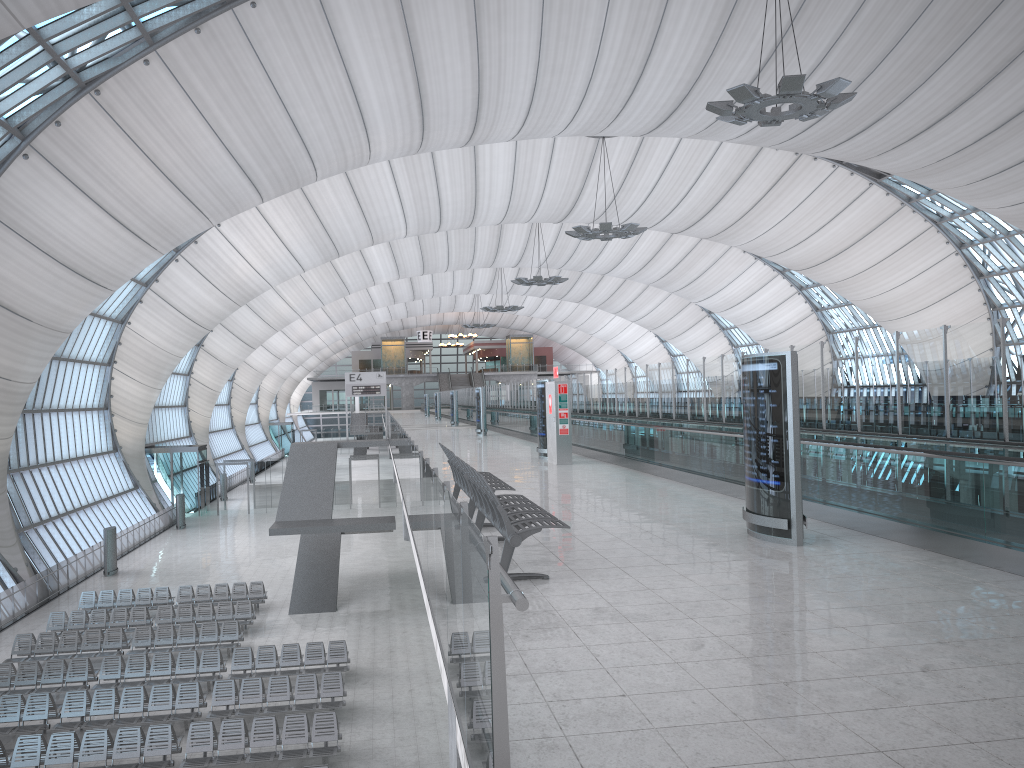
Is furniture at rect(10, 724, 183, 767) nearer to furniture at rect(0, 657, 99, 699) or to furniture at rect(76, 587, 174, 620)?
furniture at rect(0, 657, 99, 699)

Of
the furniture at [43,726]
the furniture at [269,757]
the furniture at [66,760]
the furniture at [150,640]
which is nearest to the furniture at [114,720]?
the furniture at [43,726]

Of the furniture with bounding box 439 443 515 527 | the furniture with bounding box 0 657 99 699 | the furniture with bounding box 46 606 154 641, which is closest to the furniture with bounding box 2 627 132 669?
the furniture with bounding box 46 606 154 641

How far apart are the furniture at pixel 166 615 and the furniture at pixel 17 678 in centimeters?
414cm

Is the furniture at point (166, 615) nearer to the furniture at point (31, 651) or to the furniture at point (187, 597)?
the furniture at point (187, 597)

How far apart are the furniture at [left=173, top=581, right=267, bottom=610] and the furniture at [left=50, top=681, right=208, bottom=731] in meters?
8.8

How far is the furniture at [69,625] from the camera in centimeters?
2443cm

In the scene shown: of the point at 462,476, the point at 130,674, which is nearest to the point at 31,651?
the point at 130,674

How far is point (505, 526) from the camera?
7.1 meters

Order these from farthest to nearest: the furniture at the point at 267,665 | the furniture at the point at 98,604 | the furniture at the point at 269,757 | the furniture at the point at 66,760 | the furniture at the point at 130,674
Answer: the furniture at the point at 98,604 < the furniture at the point at 267,665 < the furniture at the point at 130,674 < the furniture at the point at 269,757 < the furniture at the point at 66,760
